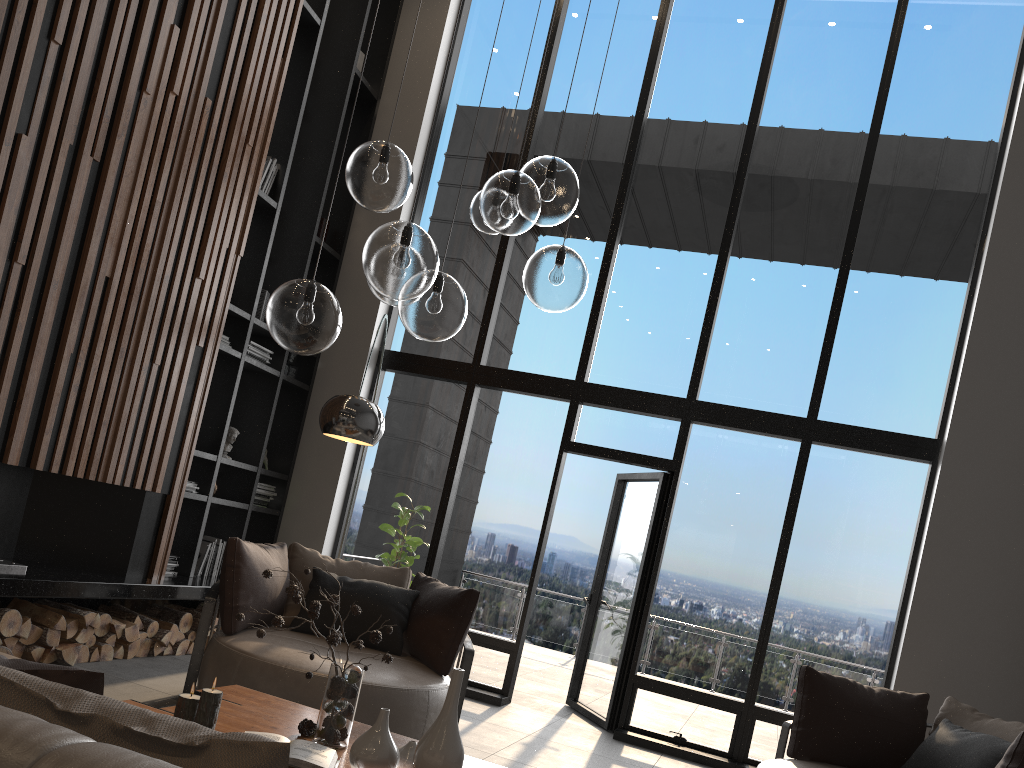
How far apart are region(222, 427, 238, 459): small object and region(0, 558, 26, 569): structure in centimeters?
201cm

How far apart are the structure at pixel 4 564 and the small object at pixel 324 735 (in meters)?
2.35

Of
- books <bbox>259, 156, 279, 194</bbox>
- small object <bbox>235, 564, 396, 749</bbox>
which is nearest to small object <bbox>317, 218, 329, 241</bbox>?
books <bbox>259, 156, 279, 194</bbox>

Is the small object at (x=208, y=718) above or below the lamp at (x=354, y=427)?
below

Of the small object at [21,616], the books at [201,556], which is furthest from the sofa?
the books at [201,556]

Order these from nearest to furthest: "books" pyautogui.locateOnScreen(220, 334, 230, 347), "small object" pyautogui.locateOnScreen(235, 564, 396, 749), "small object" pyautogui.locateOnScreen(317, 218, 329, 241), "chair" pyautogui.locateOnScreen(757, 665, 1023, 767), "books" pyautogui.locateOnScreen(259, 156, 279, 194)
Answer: "small object" pyautogui.locateOnScreen(235, 564, 396, 749), "chair" pyautogui.locateOnScreen(757, 665, 1023, 767), "books" pyautogui.locateOnScreen(220, 334, 230, 347), "books" pyautogui.locateOnScreen(259, 156, 279, 194), "small object" pyautogui.locateOnScreen(317, 218, 329, 241)

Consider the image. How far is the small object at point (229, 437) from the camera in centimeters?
645cm

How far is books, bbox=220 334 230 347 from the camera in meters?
6.1 m

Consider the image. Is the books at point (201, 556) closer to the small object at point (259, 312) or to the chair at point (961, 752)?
the small object at point (259, 312)

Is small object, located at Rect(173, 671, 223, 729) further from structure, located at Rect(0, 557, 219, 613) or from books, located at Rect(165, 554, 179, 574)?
books, located at Rect(165, 554, 179, 574)
